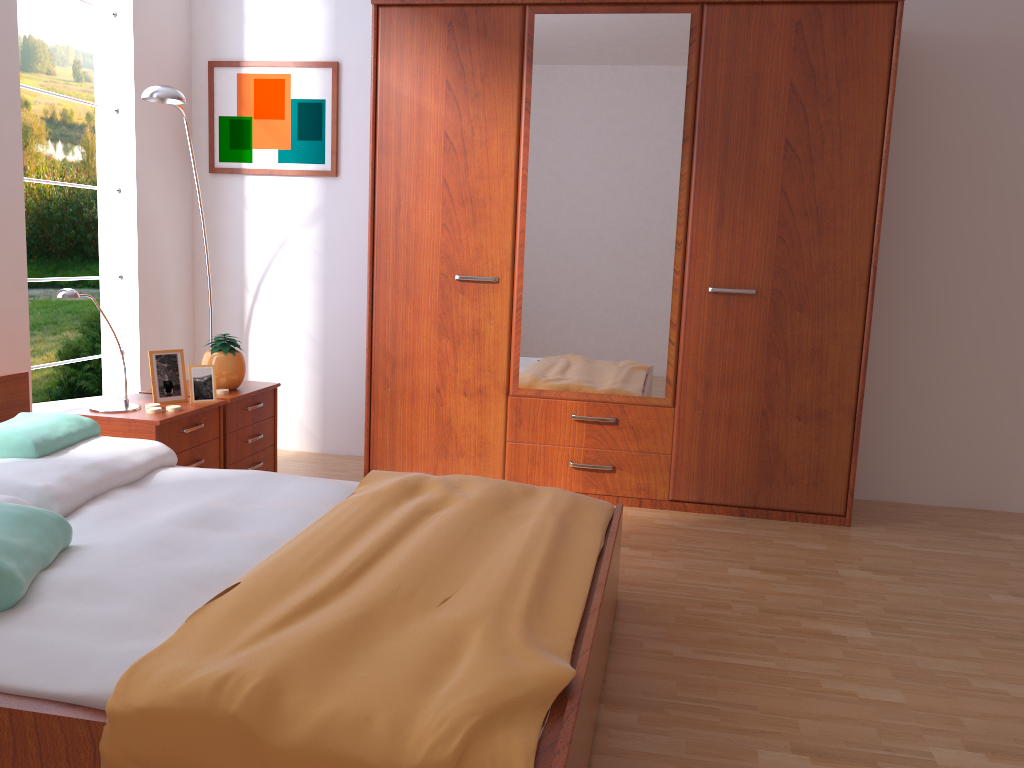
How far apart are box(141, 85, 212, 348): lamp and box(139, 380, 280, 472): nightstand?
1.1m

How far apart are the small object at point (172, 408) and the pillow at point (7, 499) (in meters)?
0.89

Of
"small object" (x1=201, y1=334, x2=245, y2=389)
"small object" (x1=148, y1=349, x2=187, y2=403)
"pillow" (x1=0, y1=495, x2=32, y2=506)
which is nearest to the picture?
"small object" (x1=201, y1=334, x2=245, y2=389)

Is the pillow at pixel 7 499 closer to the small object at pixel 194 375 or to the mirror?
the small object at pixel 194 375

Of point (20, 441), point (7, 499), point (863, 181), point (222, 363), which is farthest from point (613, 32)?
point (7, 499)

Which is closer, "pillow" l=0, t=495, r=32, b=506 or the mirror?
"pillow" l=0, t=495, r=32, b=506

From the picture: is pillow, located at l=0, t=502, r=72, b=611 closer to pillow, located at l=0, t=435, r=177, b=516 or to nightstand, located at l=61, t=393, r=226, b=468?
pillow, located at l=0, t=435, r=177, b=516

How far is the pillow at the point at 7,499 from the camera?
2.2m

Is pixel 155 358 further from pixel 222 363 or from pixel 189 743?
pixel 189 743

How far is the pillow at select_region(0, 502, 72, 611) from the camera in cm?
166
